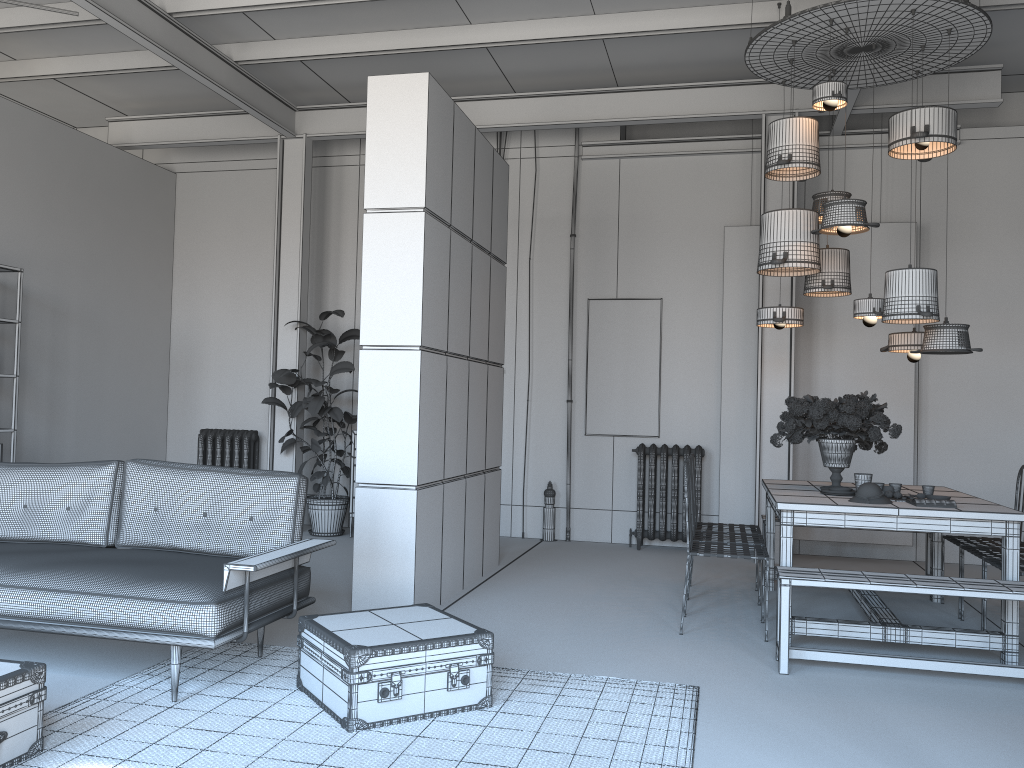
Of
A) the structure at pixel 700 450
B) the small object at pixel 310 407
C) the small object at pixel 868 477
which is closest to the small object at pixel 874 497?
the small object at pixel 868 477

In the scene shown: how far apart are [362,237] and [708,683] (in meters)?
6.36

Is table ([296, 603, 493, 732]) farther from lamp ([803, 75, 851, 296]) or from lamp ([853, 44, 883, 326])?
lamp ([803, 75, 851, 296])

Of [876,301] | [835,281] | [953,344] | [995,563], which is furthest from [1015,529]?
[835,281]

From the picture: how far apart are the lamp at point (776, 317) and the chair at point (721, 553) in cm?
163

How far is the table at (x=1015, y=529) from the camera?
4.6 meters

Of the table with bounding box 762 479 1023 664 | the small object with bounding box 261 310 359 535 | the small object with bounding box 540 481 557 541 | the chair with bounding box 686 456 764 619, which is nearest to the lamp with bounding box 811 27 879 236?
the table with bounding box 762 479 1023 664

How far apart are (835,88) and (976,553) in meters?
2.9

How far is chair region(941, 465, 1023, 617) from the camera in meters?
5.8

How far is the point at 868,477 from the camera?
5.12m
